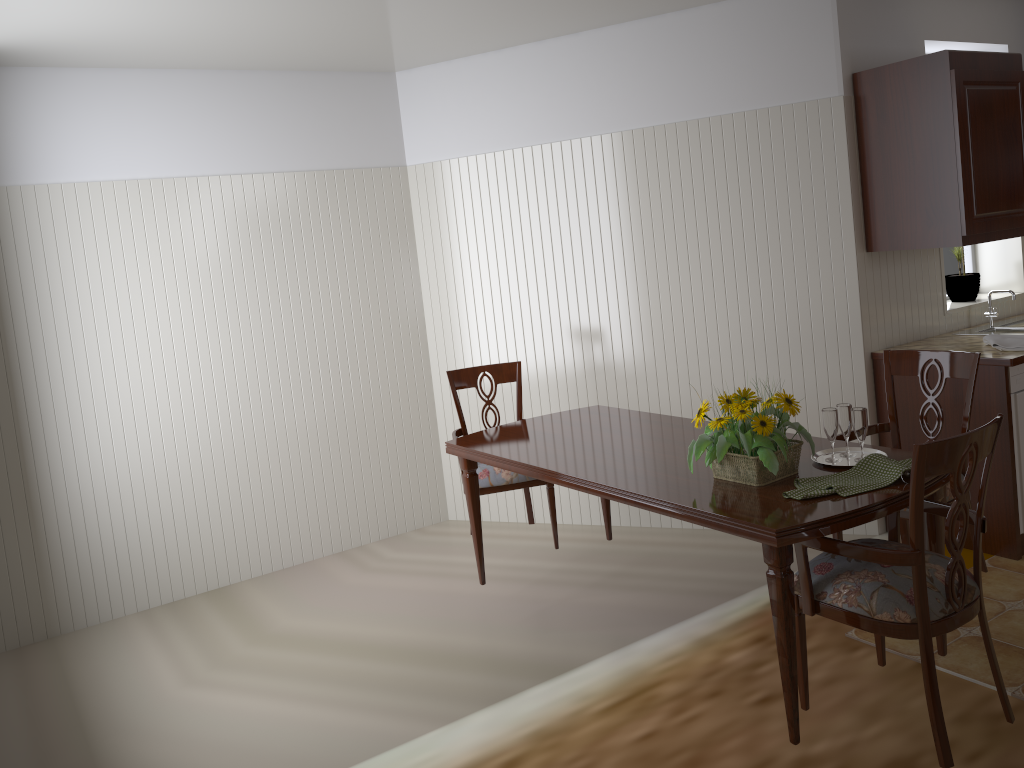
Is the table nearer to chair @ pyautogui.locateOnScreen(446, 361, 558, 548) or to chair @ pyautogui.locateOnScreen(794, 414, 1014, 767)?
chair @ pyautogui.locateOnScreen(794, 414, 1014, 767)

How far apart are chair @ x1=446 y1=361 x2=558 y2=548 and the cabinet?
→ 1.62m

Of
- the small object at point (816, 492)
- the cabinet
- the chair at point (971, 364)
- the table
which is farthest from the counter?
the small object at point (816, 492)

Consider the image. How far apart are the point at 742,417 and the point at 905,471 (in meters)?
0.42

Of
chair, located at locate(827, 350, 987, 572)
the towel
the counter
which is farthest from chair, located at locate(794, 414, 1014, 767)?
the towel

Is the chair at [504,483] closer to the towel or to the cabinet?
the cabinet

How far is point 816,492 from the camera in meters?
2.2

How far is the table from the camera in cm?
210

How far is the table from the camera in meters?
2.1

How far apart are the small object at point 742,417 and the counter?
1.5m
